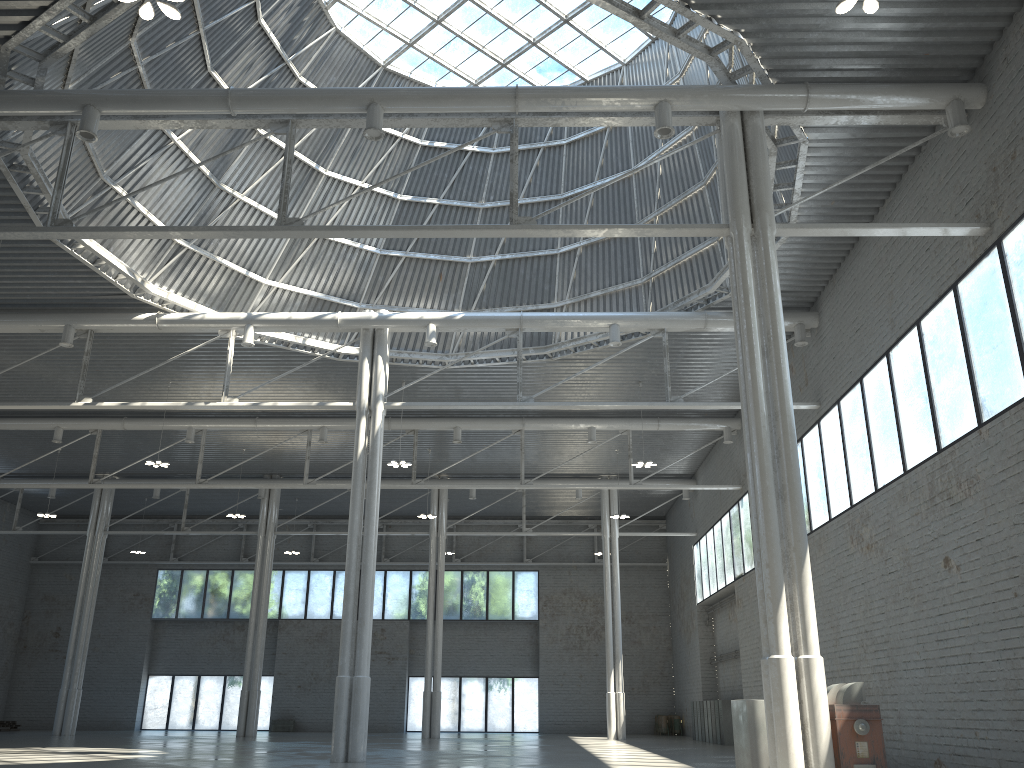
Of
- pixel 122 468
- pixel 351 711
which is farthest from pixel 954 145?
pixel 122 468

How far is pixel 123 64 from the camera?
26.8 meters
